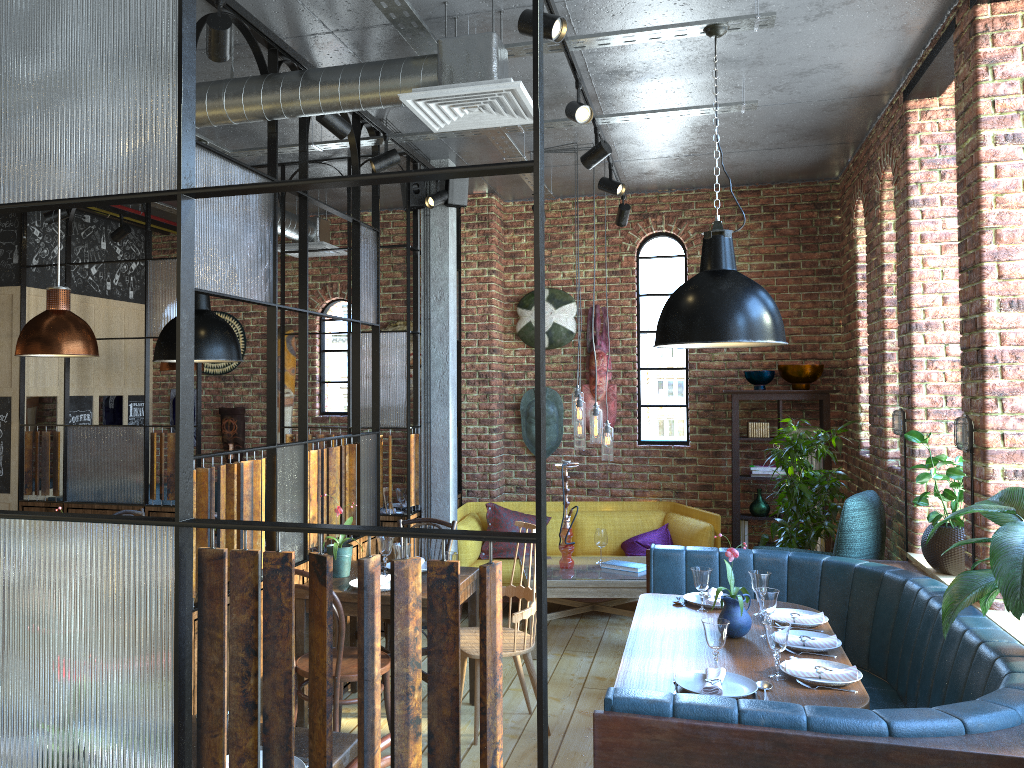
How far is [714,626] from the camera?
3.2m

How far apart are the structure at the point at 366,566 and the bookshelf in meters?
2.5

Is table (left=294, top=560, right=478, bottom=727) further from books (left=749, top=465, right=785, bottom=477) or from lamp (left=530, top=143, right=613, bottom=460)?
books (left=749, top=465, right=785, bottom=477)

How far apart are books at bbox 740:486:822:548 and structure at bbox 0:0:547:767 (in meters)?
2.60

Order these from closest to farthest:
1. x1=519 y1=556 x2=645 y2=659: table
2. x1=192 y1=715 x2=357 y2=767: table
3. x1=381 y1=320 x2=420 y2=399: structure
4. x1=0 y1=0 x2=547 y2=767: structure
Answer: x1=0 y1=0 x2=547 y2=767: structure → x1=192 y1=715 x2=357 y2=767: table → x1=519 y1=556 x2=645 y2=659: table → x1=381 y1=320 x2=420 y2=399: structure

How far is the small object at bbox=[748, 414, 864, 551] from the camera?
5.8 meters

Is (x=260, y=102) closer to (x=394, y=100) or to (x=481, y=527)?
(x=394, y=100)

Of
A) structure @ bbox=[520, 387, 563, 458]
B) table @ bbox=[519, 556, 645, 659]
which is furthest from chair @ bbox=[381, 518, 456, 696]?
structure @ bbox=[520, 387, 563, 458]

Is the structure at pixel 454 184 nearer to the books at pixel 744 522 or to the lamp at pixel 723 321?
the lamp at pixel 723 321

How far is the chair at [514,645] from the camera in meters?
4.2 m
